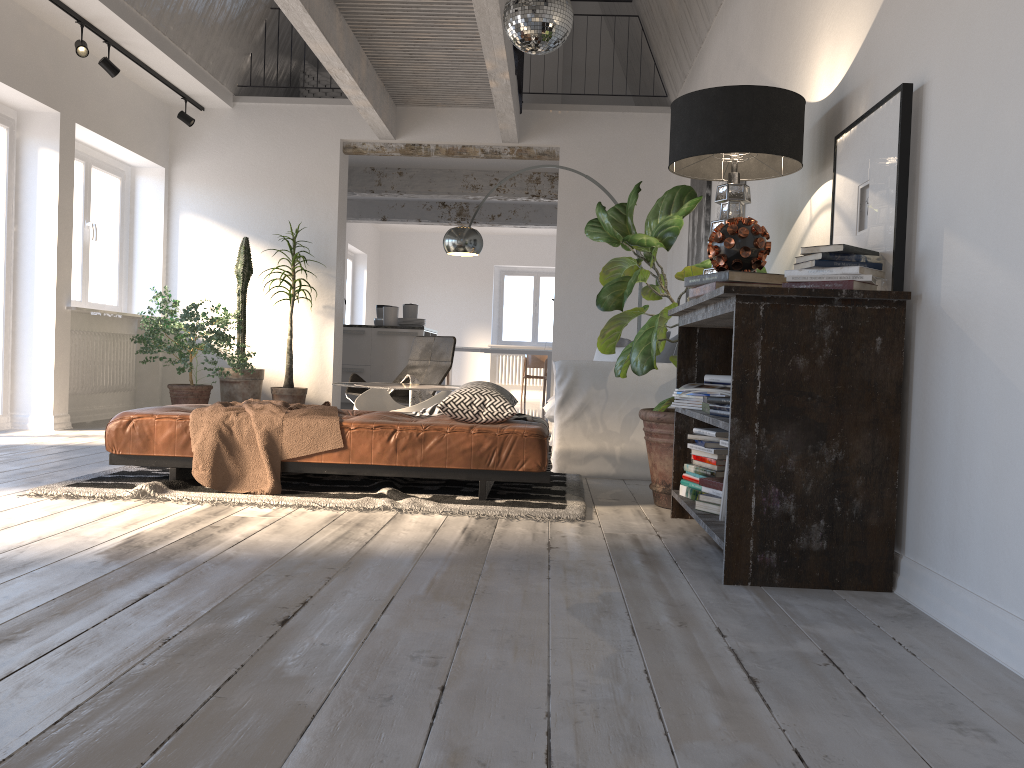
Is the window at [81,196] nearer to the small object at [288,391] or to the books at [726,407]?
the small object at [288,391]

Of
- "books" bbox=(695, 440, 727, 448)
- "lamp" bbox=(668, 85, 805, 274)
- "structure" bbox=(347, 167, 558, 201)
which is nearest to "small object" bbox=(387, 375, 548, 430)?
"books" bbox=(695, 440, 727, 448)

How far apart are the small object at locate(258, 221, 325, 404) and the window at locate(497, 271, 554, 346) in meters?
8.2 m

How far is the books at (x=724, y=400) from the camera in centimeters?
297cm

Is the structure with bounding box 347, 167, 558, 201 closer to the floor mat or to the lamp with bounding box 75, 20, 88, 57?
the lamp with bounding box 75, 20, 88, 57

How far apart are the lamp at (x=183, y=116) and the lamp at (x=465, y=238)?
3.0 meters

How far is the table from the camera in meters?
5.7

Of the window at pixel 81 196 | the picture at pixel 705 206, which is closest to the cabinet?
the window at pixel 81 196

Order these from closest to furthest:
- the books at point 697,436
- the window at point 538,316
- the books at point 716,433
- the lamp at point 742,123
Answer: the lamp at point 742,123 → the books at point 716,433 → the books at point 697,436 → the window at point 538,316

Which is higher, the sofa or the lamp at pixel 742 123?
the lamp at pixel 742 123
